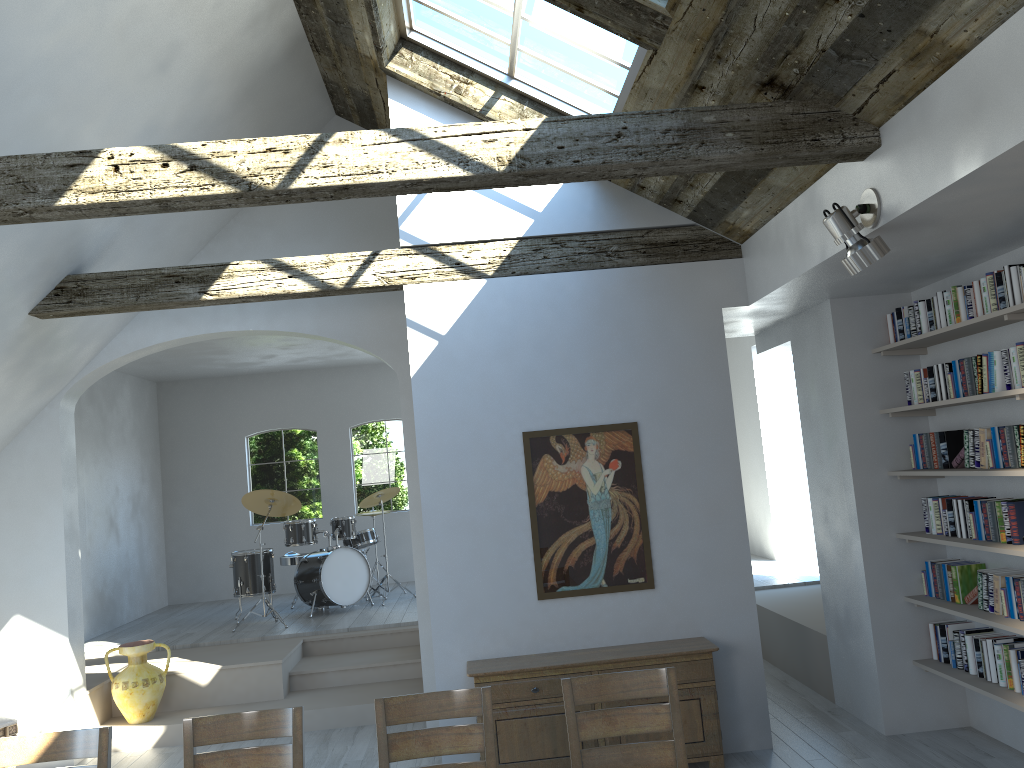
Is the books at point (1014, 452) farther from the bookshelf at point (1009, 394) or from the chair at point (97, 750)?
the chair at point (97, 750)

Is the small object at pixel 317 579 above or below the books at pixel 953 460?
below

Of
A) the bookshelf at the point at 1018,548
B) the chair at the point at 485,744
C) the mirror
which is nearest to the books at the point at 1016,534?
the bookshelf at the point at 1018,548

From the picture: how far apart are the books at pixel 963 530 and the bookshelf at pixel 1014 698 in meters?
0.8

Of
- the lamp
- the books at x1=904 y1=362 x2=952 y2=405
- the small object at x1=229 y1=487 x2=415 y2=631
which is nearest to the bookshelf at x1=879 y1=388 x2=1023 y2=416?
the books at x1=904 y1=362 x2=952 y2=405

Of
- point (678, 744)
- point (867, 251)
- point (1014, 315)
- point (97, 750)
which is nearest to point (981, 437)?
point (1014, 315)

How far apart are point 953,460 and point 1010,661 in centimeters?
113cm

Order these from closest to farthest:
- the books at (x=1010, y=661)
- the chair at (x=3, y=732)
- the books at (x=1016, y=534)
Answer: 1. the books at (x=1016, y=534)
2. the books at (x=1010, y=661)
3. the chair at (x=3, y=732)

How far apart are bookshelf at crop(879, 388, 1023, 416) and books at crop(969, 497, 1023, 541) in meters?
0.6 m

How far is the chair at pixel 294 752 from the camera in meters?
3.4 m
